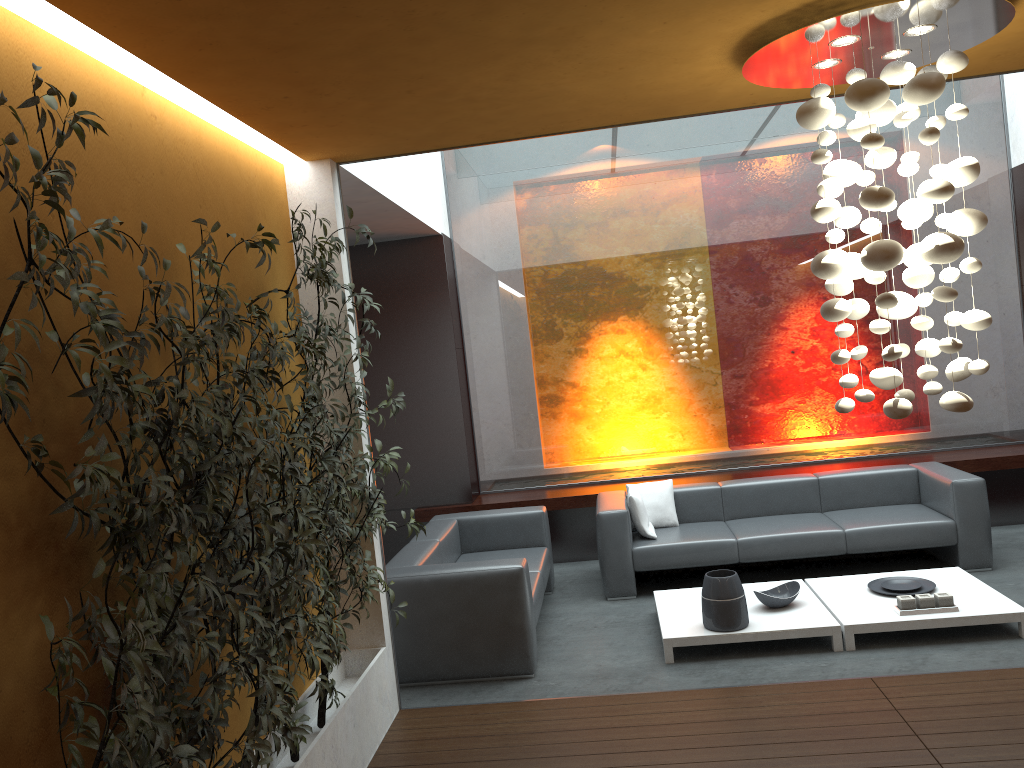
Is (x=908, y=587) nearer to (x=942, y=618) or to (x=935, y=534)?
(x=942, y=618)

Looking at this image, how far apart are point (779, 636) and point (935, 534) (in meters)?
1.91

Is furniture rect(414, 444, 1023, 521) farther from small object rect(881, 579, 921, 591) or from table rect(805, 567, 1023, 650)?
small object rect(881, 579, 921, 591)

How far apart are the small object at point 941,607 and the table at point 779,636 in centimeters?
37cm

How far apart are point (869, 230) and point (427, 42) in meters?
1.9 m

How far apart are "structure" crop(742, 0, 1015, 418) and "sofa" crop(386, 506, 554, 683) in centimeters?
218cm

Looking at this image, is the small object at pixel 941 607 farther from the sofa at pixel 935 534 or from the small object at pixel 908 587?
the sofa at pixel 935 534

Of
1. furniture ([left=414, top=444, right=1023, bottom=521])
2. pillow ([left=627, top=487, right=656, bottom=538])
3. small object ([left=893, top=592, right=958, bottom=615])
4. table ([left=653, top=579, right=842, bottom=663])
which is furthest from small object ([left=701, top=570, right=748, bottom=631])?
furniture ([left=414, top=444, right=1023, bottom=521])

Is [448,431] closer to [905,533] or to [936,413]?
[905,533]

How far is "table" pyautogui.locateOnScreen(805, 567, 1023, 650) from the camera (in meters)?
4.95
